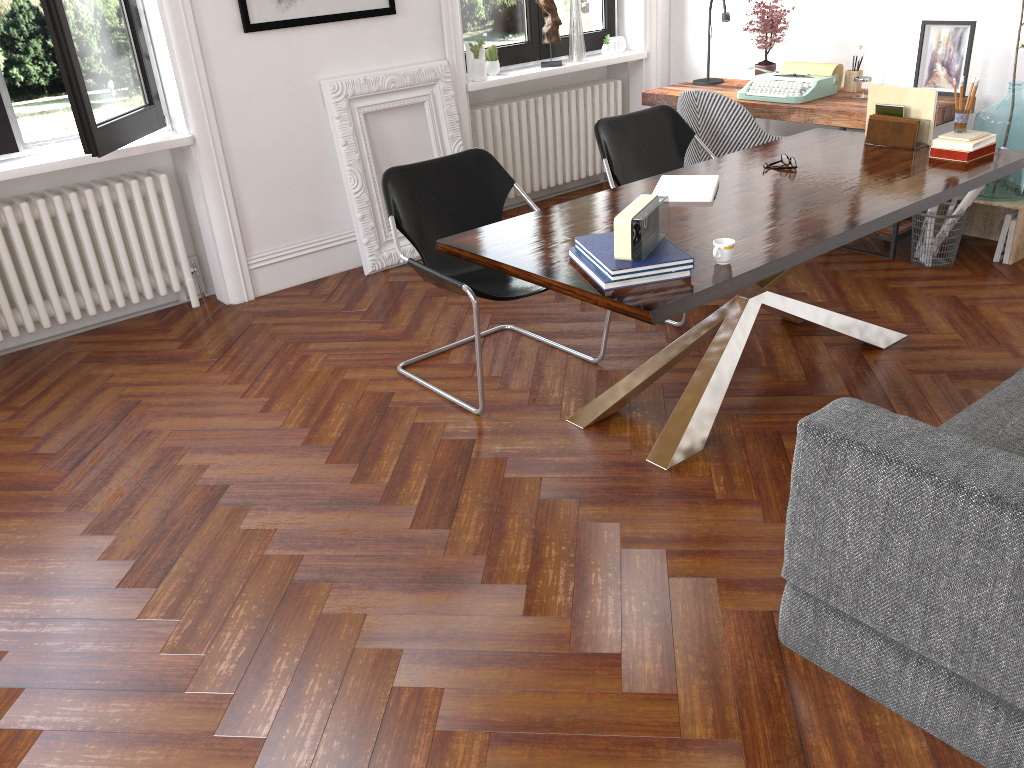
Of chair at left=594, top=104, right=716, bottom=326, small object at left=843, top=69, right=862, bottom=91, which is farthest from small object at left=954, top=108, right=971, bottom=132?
small object at left=843, top=69, right=862, bottom=91

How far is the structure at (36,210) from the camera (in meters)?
4.27

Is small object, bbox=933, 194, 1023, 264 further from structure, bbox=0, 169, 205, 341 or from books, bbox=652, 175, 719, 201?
structure, bbox=0, 169, 205, 341

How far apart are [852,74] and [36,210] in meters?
4.4

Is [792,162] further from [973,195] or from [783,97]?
[783,97]

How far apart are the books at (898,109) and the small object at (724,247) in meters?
1.7 m

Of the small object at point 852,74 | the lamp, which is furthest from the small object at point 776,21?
the small object at point 852,74

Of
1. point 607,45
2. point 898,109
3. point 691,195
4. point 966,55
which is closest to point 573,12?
point 607,45

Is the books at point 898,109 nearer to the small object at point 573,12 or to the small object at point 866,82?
the small object at point 866,82

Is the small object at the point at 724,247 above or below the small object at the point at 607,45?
below
